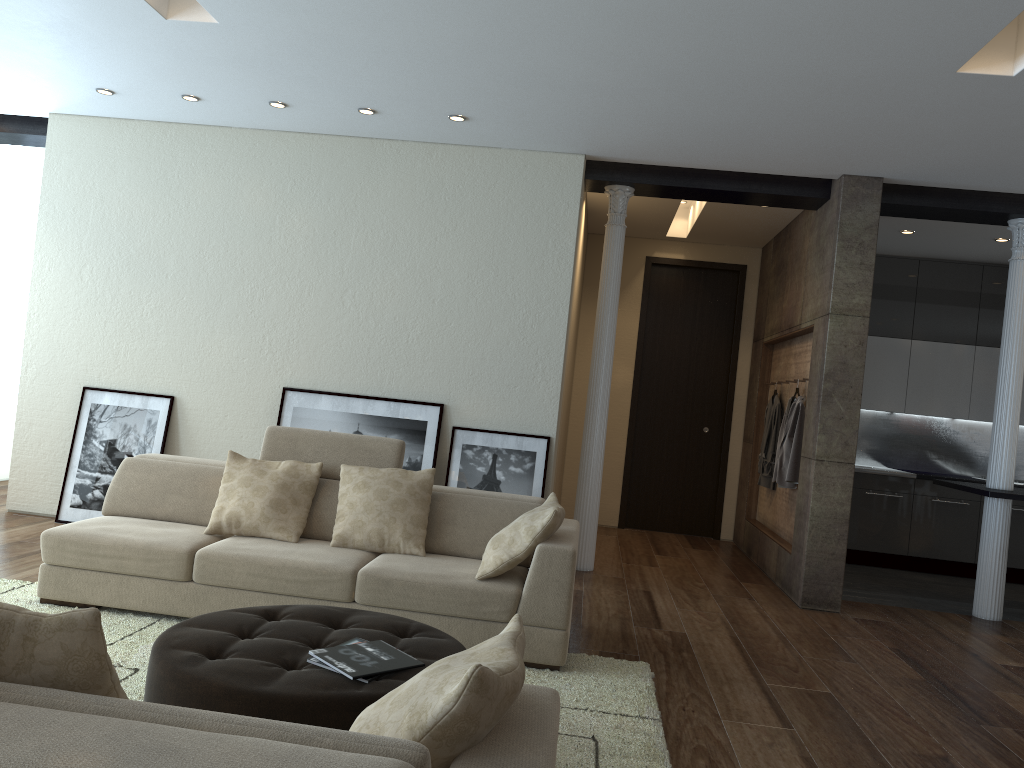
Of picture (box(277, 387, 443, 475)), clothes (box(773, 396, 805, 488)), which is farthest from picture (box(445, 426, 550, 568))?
clothes (box(773, 396, 805, 488))

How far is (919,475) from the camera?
8.2 meters

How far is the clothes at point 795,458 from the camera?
6.7m

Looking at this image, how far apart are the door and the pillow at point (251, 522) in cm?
486

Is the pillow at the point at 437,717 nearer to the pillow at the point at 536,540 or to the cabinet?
the pillow at the point at 536,540

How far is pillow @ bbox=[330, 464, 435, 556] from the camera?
4.49m

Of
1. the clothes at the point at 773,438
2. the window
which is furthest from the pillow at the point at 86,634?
the window

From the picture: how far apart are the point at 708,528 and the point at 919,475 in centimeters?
207cm

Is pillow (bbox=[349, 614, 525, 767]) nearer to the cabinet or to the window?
the cabinet

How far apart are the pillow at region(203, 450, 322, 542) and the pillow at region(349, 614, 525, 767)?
2.7 meters
